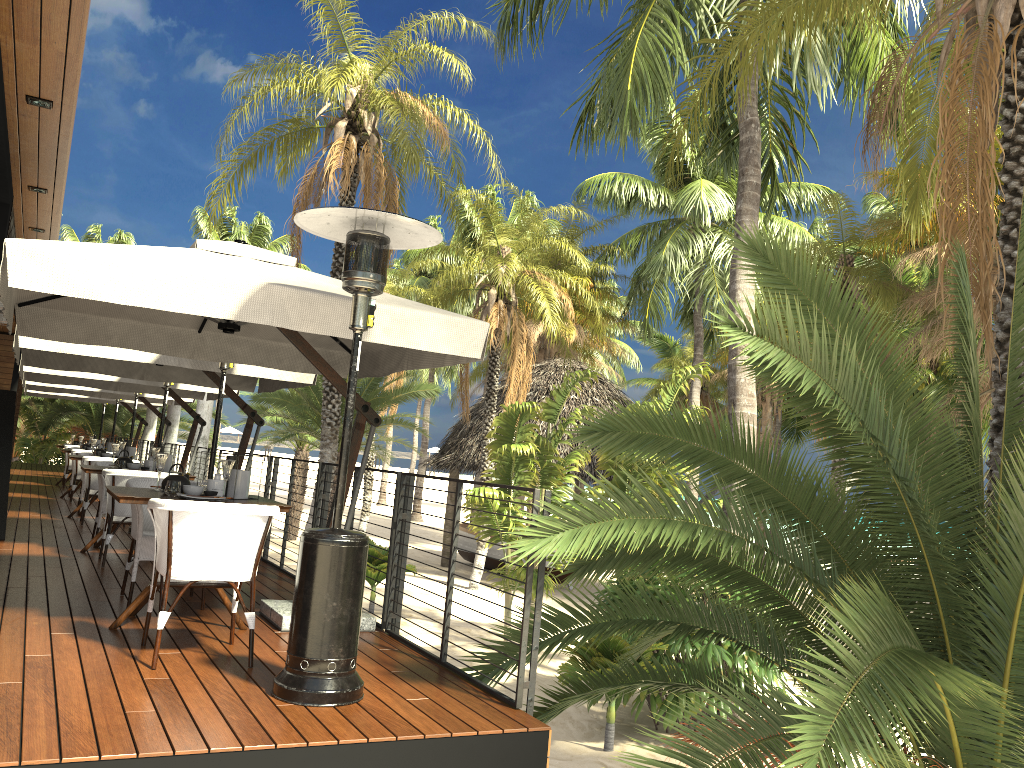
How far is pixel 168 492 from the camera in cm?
496

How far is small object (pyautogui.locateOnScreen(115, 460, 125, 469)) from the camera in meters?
8.0

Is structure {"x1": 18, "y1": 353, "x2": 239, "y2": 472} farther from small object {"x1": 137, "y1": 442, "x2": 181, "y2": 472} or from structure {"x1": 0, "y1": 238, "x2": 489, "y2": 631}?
structure {"x1": 0, "y1": 238, "x2": 489, "y2": 631}

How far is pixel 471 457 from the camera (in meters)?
22.96

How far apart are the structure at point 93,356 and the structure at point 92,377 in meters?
1.0 m

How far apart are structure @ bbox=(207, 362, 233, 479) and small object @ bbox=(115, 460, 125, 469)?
1.8m

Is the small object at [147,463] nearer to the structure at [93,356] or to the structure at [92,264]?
the structure at [93,356]

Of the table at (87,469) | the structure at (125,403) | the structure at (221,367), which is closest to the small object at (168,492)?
the structure at (221,367)

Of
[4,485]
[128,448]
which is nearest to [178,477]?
[4,485]

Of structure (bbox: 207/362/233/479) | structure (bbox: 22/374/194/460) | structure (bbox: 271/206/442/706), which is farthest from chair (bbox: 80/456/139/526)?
structure (bbox: 271/206/442/706)
